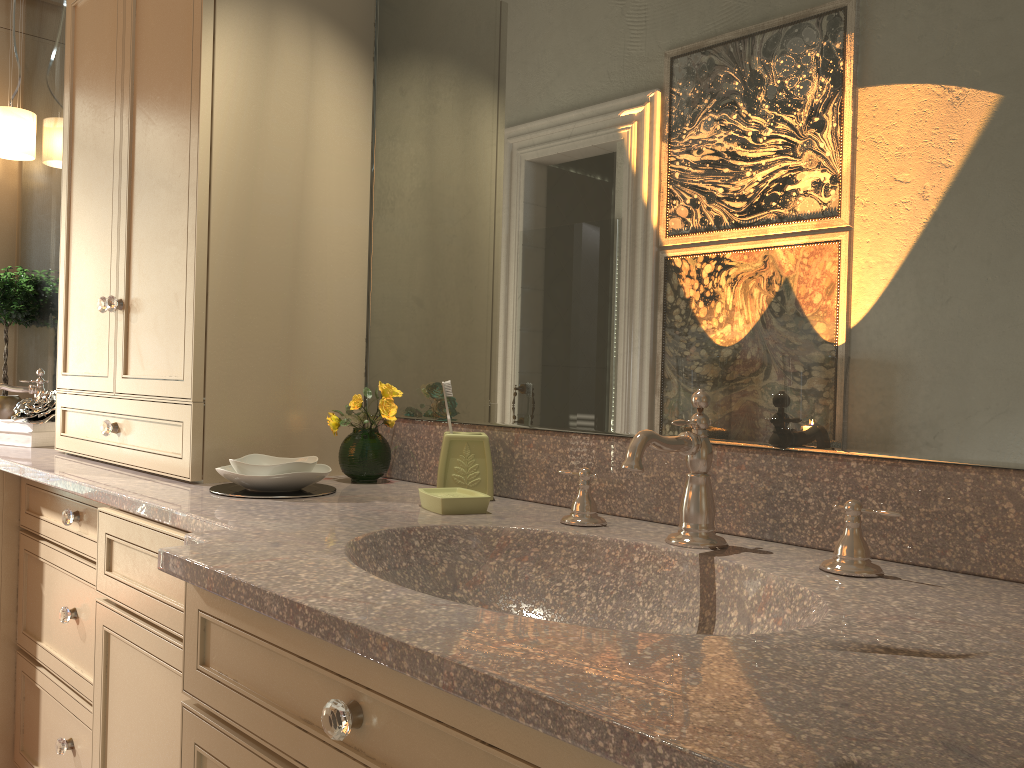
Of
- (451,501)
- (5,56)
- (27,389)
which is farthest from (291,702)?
(5,56)

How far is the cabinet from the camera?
0.90m

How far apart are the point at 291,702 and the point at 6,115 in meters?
2.9 m

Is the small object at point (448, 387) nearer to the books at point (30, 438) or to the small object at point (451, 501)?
the small object at point (451, 501)

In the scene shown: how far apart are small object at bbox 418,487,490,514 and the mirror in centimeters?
17cm

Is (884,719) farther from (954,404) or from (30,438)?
(30,438)

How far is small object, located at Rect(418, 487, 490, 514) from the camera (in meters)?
1.39

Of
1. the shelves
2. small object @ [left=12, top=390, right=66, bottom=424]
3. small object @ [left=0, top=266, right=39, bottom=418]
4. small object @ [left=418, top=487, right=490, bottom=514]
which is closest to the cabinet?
small object @ [left=12, top=390, right=66, bottom=424]

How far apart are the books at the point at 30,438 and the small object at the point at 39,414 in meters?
0.0 m

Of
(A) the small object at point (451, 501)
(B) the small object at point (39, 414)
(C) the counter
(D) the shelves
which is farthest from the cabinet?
(D) the shelves
